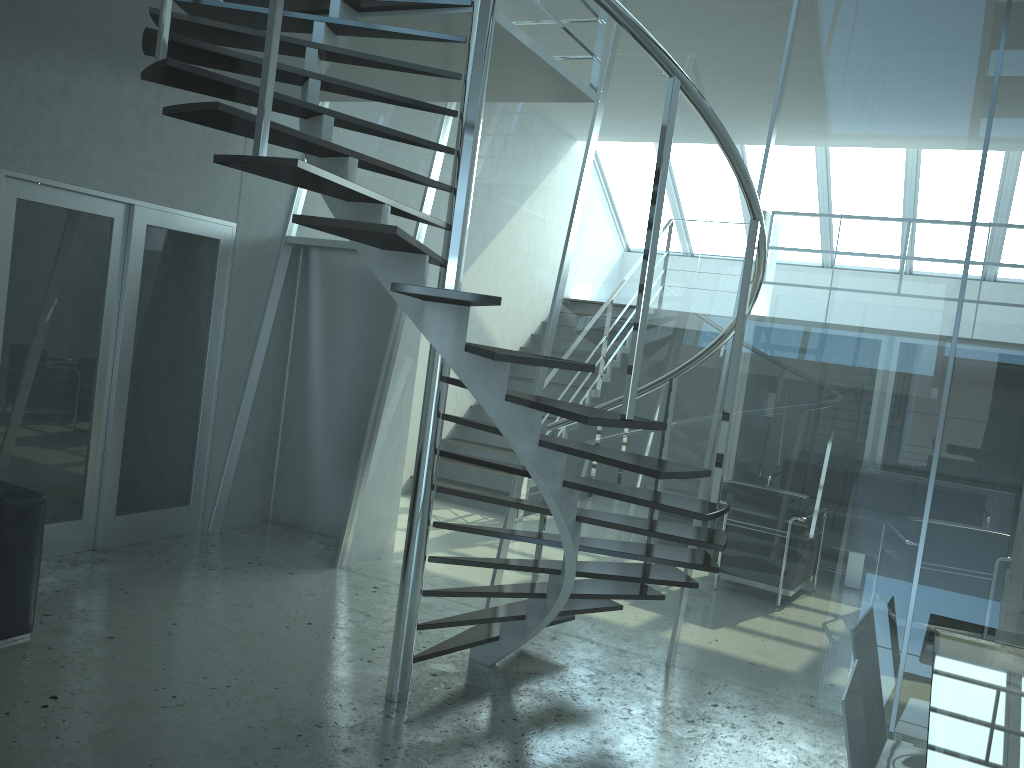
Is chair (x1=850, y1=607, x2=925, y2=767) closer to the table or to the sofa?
the table

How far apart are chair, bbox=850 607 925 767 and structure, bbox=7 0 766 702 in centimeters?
55cm

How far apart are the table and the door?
4.5 meters

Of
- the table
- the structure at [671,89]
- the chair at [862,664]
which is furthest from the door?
the table

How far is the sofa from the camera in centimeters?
381cm

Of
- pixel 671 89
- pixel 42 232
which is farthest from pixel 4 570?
pixel 671 89

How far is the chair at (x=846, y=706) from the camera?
2.2 meters

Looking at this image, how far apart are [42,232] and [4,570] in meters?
2.0 m

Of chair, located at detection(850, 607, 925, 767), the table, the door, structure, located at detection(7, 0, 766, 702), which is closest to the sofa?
the door

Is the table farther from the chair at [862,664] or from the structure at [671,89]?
the structure at [671,89]
